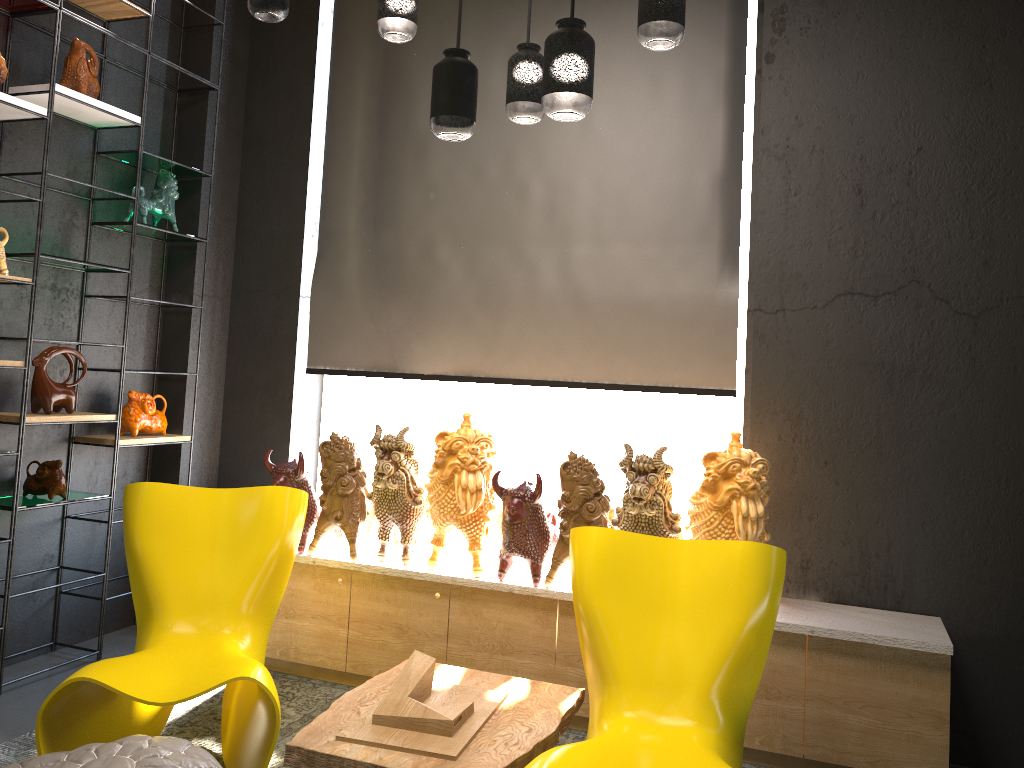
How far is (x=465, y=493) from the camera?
3.5m

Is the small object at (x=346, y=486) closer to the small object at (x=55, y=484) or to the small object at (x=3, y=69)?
the small object at (x=55, y=484)

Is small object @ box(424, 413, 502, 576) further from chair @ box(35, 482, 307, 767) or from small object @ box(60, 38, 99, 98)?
small object @ box(60, 38, 99, 98)

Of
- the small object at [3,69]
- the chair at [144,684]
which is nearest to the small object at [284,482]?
the chair at [144,684]

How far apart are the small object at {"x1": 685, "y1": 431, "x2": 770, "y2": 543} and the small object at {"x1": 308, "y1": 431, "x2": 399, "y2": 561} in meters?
1.4 m

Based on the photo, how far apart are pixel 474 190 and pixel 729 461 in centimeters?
191cm

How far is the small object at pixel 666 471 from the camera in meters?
3.3 m

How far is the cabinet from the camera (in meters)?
3.03

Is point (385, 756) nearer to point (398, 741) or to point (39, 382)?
point (398, 741)

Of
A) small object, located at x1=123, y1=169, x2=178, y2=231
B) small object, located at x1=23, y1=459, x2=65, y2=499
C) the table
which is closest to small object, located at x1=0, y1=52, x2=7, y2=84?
small object, located at x1=123, y1=169, x2=178, y2=231
